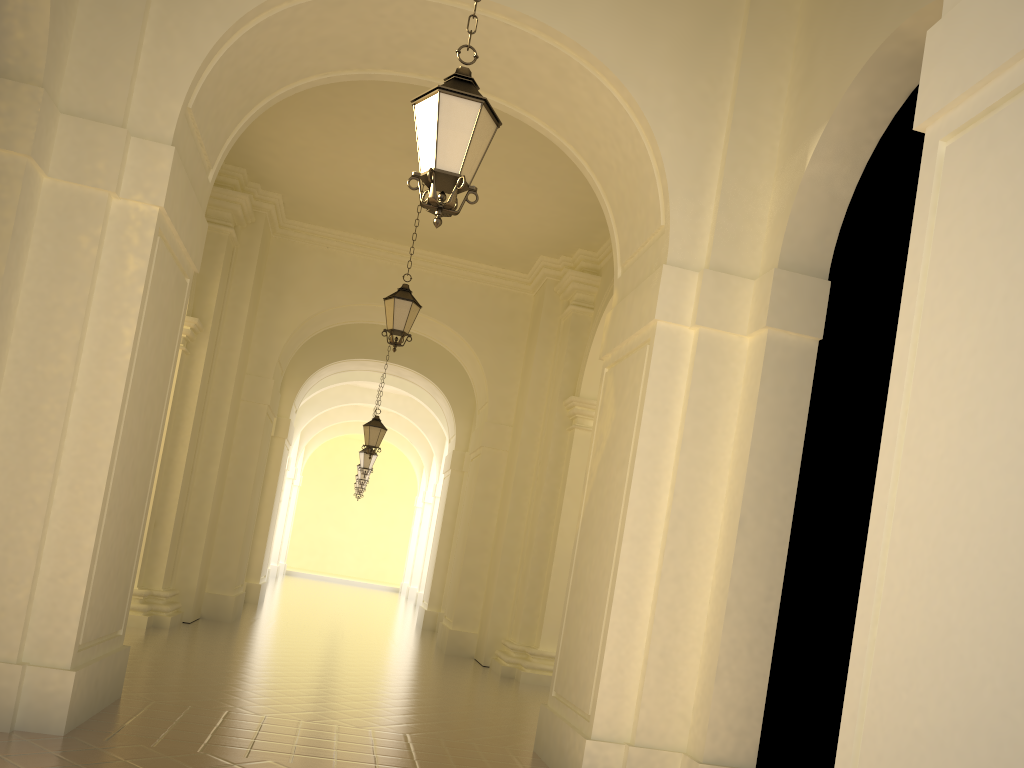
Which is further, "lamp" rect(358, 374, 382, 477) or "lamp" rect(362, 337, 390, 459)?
"lamp" rect(358, 374, 382, 477)

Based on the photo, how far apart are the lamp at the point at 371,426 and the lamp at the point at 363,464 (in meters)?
4.94

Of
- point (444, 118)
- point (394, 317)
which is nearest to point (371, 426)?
point (394, 317)

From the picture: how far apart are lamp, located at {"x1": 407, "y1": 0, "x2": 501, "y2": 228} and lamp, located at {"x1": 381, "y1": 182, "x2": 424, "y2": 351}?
6.3m

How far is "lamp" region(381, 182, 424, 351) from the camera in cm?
1127

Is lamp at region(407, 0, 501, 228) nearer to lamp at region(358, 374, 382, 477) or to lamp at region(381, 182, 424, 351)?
lamp at region(381, 182, 424, 351)

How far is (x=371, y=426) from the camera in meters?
17.4 m

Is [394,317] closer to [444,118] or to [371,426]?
[371,426]

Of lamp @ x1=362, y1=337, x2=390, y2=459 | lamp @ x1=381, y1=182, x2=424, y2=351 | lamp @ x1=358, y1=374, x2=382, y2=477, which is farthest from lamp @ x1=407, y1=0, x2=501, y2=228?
lamp @ x1=358, y1=374, x2=382, y2=477

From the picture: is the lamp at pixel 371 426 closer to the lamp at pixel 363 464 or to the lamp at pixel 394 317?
the lamp at pixel 363 464
